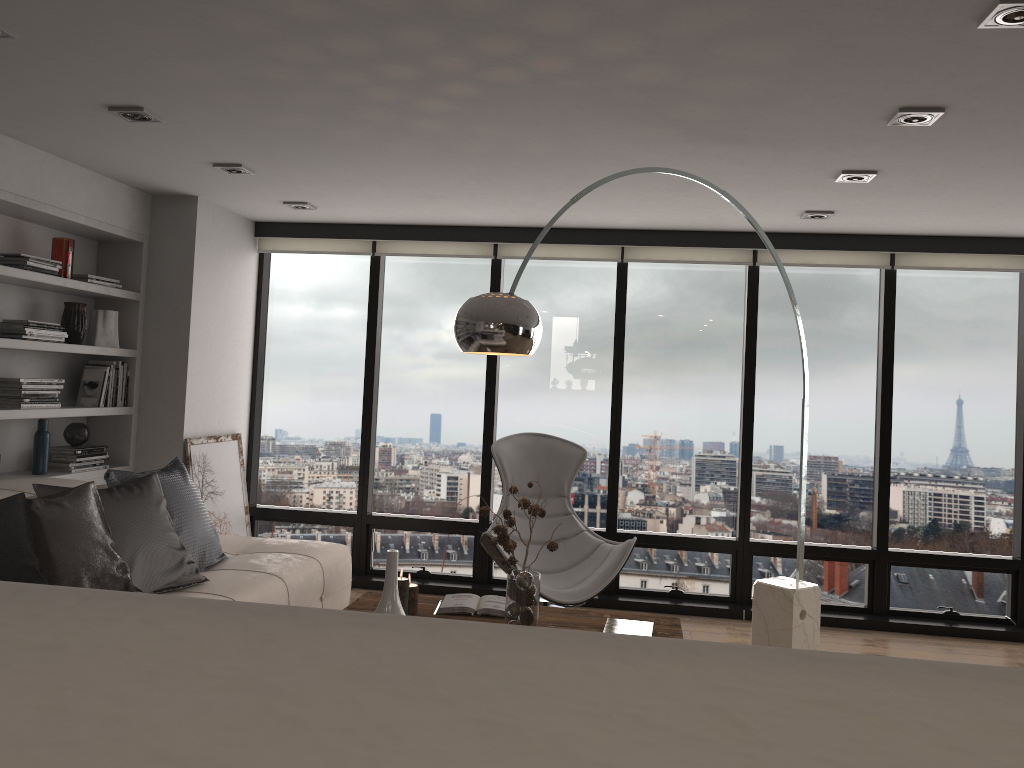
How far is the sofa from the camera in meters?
3.8

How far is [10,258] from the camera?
4.3m

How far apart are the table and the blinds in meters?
2.8 m

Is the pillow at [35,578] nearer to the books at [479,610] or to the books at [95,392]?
the books at [479,610]

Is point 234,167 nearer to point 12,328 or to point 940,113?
point 12,328

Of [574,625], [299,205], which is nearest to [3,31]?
[299,205]

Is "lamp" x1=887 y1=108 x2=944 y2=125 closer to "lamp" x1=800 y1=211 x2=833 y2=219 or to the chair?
"lamp" x1=800 y1=211 x2=833 y2=219

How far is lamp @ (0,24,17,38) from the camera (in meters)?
2.78

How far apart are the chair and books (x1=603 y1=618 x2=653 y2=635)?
0.9m

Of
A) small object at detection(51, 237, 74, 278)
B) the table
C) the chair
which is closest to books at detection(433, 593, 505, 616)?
the table
